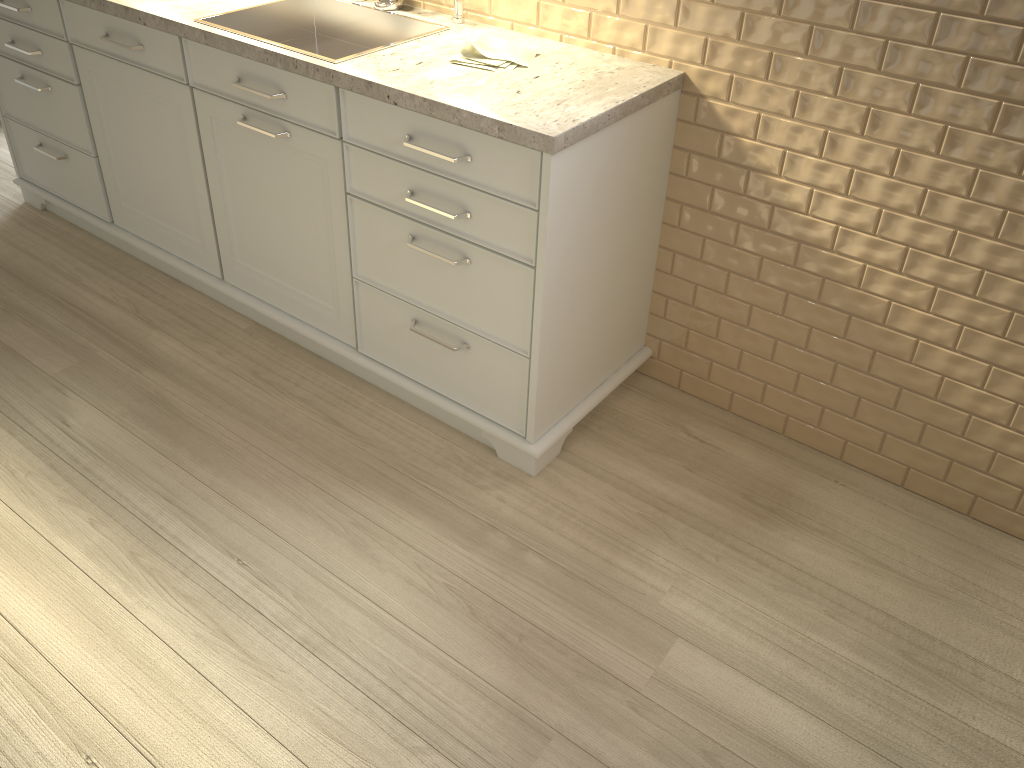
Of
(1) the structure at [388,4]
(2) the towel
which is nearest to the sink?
(1) the structure at [388,4]

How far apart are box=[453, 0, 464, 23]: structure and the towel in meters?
0.2 m

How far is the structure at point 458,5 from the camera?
2.11m

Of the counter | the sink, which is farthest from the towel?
the sink

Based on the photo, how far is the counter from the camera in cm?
163

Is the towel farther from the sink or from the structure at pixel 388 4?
the structure at pixel 388 4

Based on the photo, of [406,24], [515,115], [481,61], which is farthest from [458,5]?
[515,115]

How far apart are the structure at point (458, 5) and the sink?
0.1 meters

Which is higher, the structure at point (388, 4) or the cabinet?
the structure at point (388, 4)

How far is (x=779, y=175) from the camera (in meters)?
1.87
